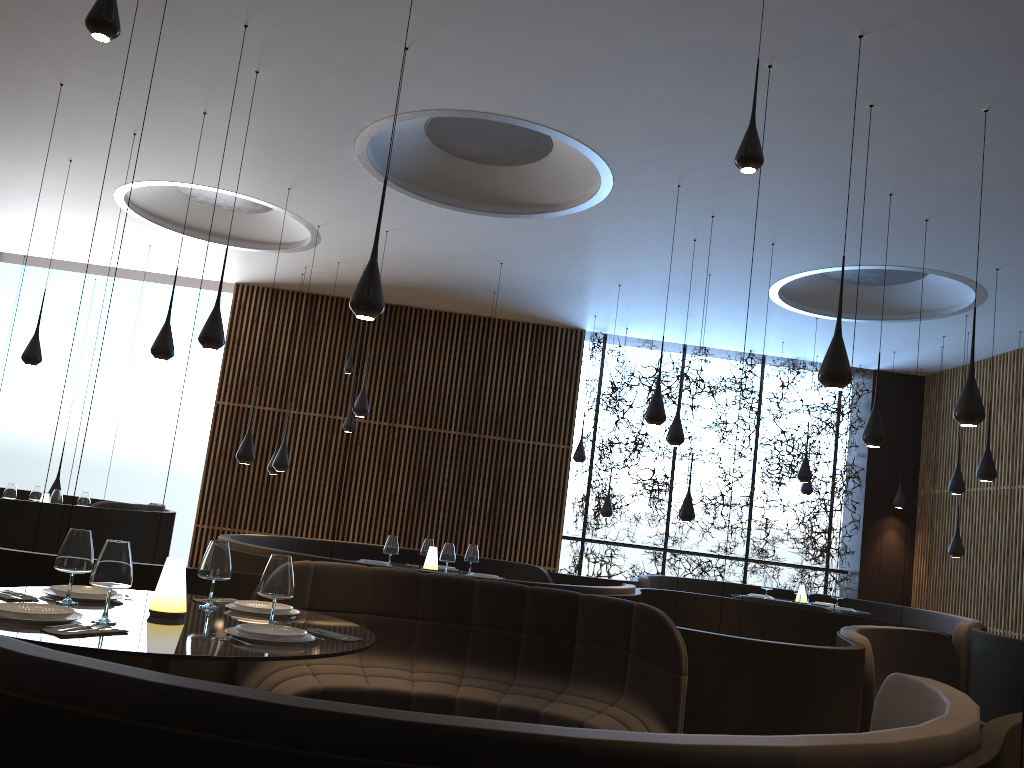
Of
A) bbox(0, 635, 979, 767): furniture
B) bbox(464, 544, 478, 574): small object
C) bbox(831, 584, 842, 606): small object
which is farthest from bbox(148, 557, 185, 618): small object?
bbox(831, 584, 842, 606): small object

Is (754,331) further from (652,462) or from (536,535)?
(536,535)

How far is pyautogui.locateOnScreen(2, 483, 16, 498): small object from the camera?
9.96m

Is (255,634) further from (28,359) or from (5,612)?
(28,359)

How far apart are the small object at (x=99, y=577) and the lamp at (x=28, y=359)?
6.9 meters

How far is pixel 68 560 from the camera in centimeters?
351cm

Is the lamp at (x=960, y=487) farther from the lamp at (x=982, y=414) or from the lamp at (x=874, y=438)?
the lamp at (x=982, y=414)

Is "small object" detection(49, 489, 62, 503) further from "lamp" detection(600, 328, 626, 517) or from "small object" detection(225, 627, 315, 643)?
"small object" detection(225, 627, 315, 643)

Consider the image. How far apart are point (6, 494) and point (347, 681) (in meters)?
7.09

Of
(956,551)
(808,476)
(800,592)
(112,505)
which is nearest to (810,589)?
(800,592)
